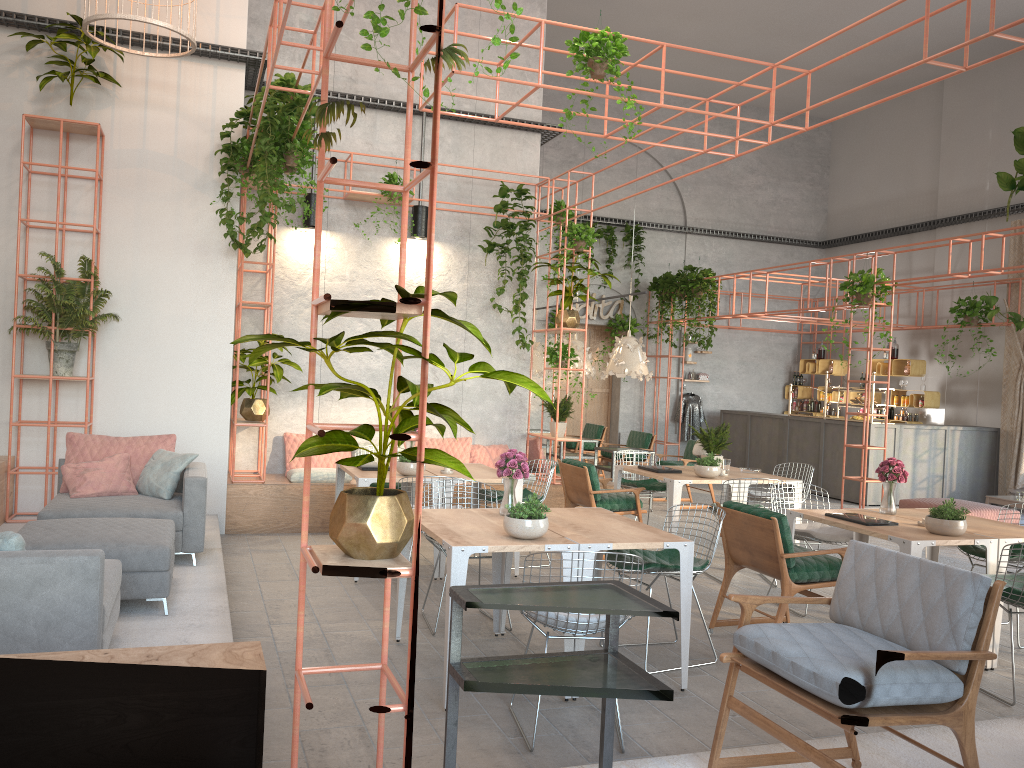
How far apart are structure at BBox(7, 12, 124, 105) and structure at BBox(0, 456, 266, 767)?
3.3m

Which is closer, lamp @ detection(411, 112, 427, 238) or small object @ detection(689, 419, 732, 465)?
small object @ detection(689, 419, 732, 465)

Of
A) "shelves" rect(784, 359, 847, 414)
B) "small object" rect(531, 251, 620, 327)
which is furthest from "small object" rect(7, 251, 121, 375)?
"shelves" rect(784, 359, 847, 414)

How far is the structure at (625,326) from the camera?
16.64m

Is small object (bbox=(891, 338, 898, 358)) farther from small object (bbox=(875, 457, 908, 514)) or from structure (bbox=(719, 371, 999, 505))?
small object (bbox=(875, 457, 908, 514))

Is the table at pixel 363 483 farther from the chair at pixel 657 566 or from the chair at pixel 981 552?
the chair at pixel 981 552

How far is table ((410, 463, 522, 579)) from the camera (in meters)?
7.39

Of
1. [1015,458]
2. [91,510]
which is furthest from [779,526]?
[1015,458]

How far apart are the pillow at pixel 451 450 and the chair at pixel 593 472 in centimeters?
183cm

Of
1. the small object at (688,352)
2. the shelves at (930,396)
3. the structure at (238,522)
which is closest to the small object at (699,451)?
the structure at (238,522)
